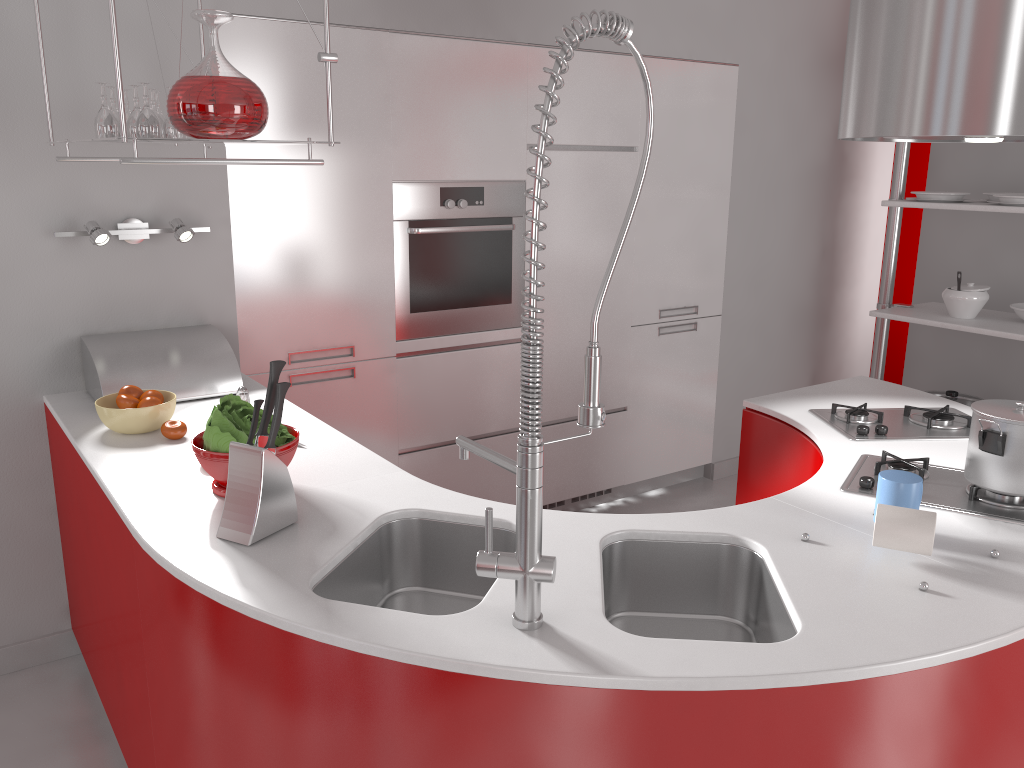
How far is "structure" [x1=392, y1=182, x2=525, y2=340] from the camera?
3.33m

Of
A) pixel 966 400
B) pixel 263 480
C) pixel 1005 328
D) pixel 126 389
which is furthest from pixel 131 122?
pixel 966 400

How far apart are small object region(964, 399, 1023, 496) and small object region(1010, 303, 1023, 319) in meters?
2.2

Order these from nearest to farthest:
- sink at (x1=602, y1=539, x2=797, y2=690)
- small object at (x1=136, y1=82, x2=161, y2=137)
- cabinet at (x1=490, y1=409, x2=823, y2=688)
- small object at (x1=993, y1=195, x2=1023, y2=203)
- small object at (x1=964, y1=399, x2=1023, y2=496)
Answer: sink at (x1=602, y1=539, x2=797, y2=690) → small object at (x1=964, y1=399, x2=1023, y2=496) → small object at (x1=136, y1=82, x2=161, y2=137) → cabinet at (x1=490, y1=409, x2=823, y2=688) → small object at (x1=993, y1=195, x2=1023, y2=203)

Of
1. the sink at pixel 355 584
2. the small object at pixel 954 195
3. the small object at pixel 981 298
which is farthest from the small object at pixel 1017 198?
the sink at pixel 355 584

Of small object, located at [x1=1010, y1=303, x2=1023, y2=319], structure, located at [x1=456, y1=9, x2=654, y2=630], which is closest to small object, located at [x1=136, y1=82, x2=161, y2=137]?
structure, located at [x1=456, y1=9, x2=654, y2=630]

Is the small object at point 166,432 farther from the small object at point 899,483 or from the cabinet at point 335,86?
the small object at point 899,483

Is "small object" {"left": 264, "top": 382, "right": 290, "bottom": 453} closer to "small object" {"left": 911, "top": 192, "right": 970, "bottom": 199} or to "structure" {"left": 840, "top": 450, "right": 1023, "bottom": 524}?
"structure" {"left": 840, "top": 450, "right": 1023, "bottom": 524}

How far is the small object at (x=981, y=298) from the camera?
3.91m

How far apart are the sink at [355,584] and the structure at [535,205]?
0.36m
